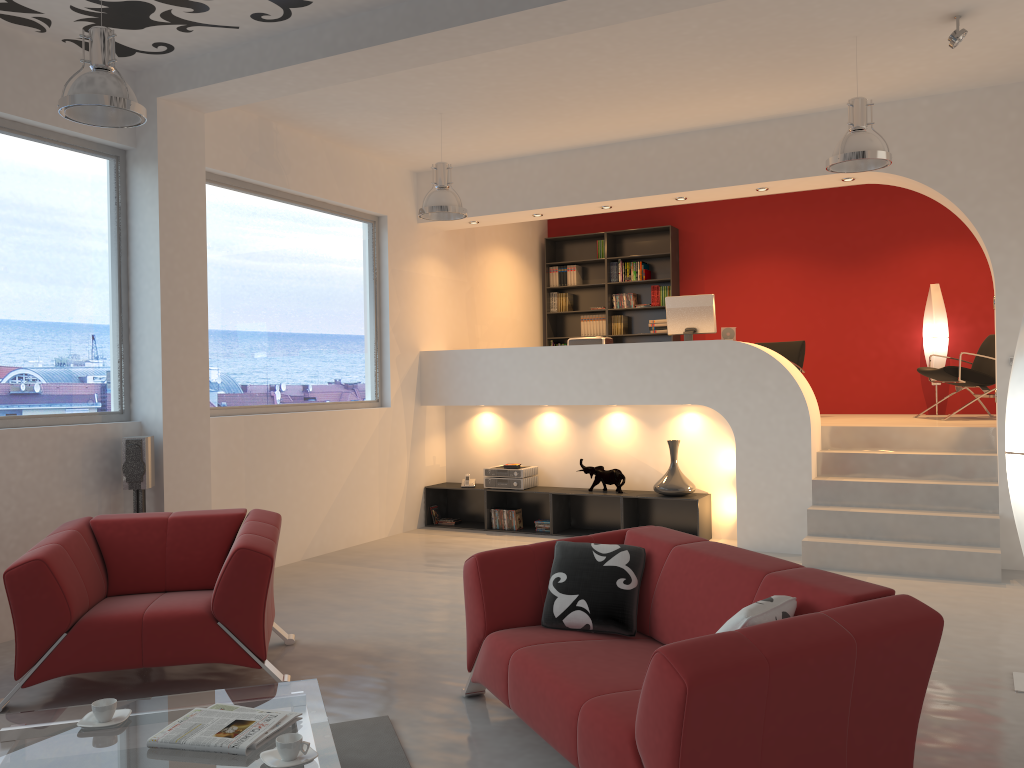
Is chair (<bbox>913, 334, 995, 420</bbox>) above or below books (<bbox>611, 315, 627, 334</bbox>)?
below

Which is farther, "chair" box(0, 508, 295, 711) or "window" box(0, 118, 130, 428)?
"window" box(0, 118, 130, 428)

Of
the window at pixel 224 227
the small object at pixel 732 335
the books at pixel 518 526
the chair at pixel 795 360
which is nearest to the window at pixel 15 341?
the window at pixel 224 227

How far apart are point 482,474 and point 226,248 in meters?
3.5 m

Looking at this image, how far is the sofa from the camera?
2.4m

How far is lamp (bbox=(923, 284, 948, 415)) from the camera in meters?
9.0 m

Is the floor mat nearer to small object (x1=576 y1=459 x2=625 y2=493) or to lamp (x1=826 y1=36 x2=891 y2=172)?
lamp (x1=826 y1=36 x2=891 y2=172)

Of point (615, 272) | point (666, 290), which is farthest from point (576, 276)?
point (666, 290)

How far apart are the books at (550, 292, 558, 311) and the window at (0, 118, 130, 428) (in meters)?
6.13

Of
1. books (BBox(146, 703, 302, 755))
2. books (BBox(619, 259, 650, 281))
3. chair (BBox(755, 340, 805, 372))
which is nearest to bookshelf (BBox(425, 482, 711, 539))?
chair (BBox(755, 340, 805, 372))
